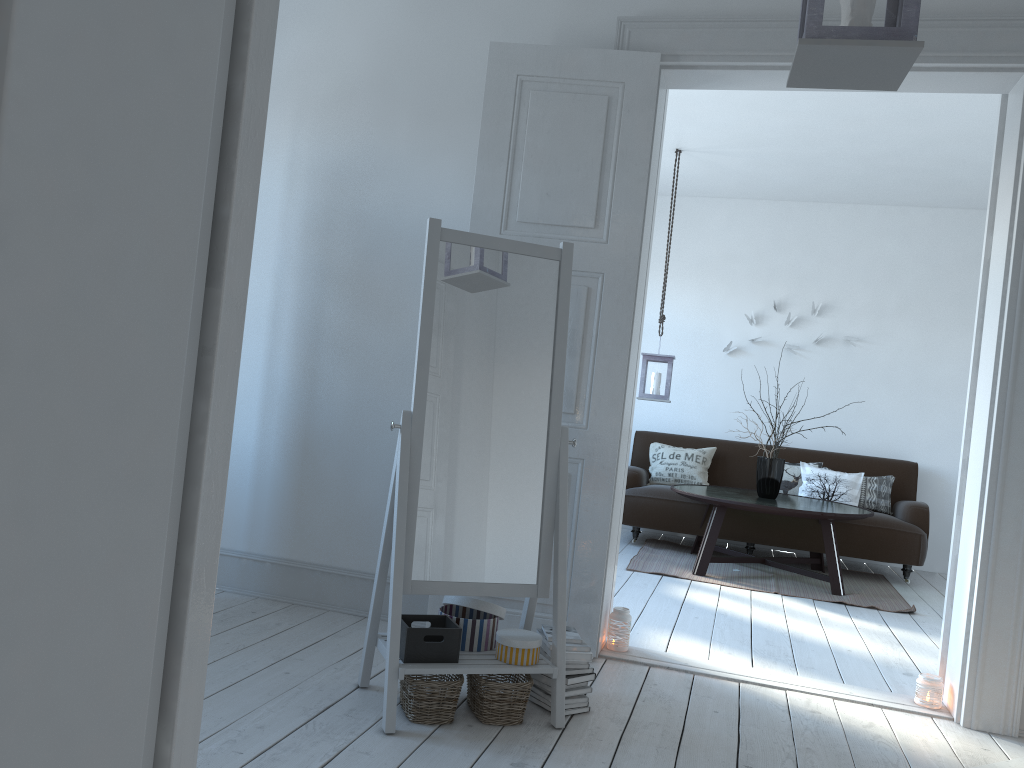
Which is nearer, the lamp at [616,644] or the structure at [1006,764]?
the structure at [1006,764]

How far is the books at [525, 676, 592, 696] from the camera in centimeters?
275cm

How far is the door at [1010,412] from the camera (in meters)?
3.08

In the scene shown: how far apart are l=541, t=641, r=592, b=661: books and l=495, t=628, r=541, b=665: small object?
0.1m

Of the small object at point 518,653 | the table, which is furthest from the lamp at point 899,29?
the table

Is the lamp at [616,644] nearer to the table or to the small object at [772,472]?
the table

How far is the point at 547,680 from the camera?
2.79m

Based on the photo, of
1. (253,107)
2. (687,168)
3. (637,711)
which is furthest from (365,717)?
(687,168)

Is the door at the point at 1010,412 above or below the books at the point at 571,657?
above

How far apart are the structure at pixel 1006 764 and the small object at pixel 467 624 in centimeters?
161cm
